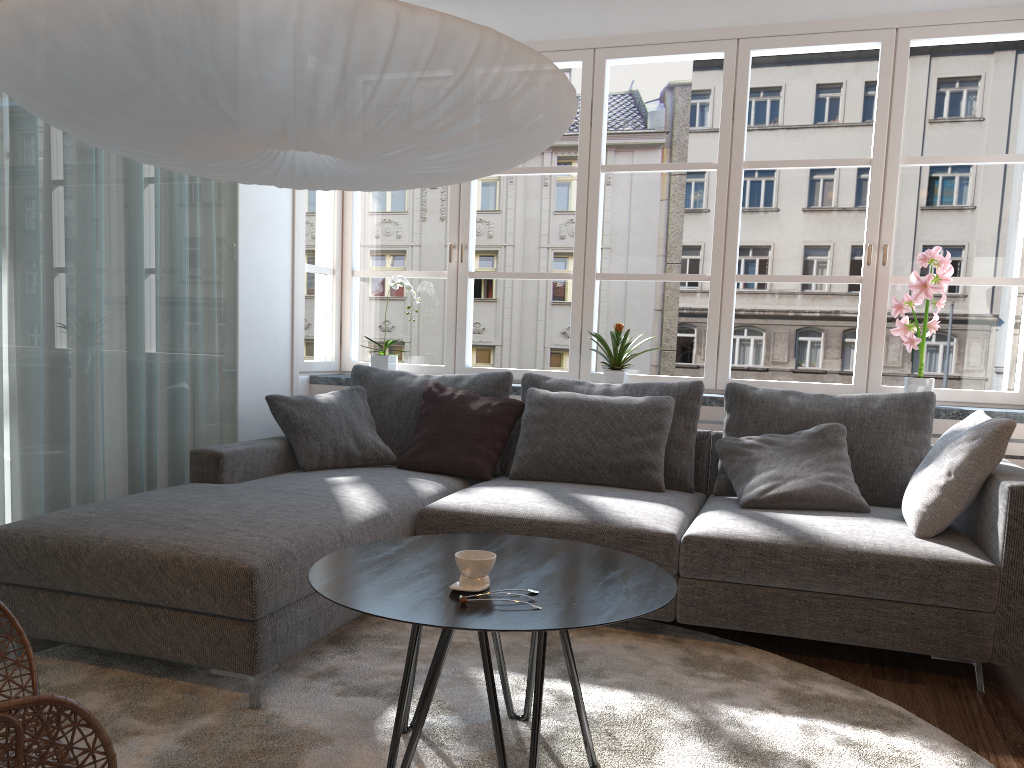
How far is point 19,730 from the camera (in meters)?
1.29

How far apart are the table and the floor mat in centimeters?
2cm

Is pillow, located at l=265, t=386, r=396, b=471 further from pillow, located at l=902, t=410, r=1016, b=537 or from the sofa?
pillow, located at l=902, t=410, r=1016, b=537

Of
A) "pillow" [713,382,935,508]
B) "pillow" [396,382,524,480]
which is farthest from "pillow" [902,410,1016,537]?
"pillow" [396,382,524,480]

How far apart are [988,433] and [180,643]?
2.49m

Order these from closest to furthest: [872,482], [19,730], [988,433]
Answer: [19,730]
[988,433]
[872,482]

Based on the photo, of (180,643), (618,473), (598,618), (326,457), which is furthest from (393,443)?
(598,618)

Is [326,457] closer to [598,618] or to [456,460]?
[456,460]

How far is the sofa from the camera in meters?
2.4

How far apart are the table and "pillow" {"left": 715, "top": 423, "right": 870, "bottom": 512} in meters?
1.1
